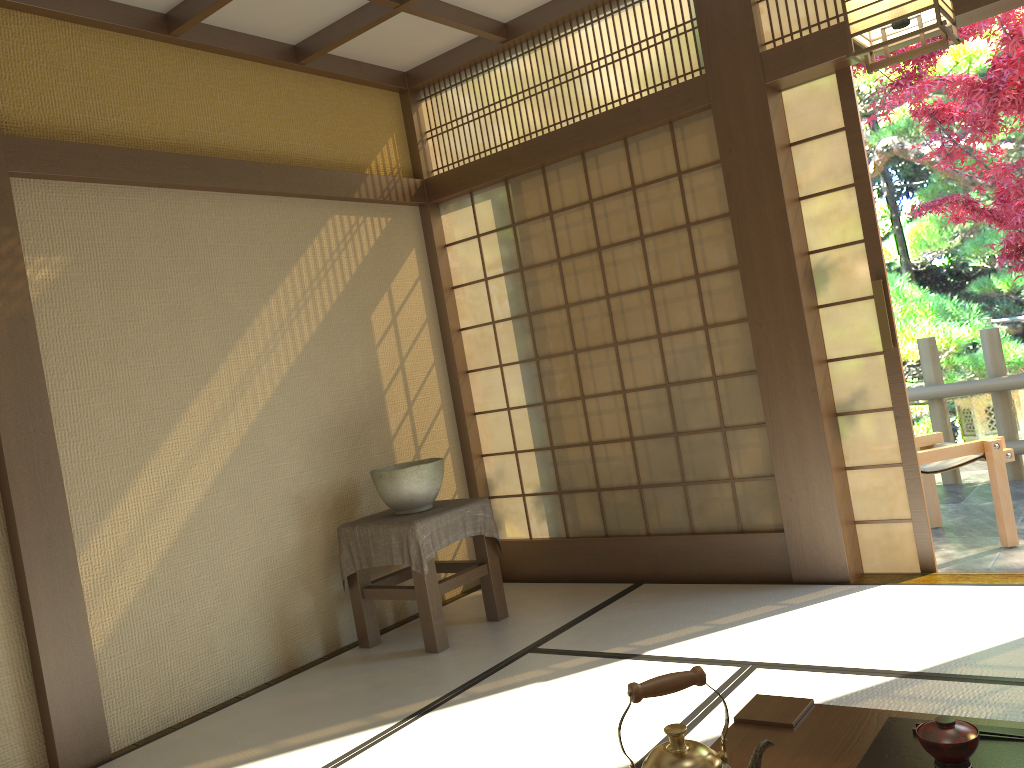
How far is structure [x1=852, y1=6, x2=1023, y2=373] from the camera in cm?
540

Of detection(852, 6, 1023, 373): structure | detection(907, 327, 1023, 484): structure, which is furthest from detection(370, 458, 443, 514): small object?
detection(852, 6, 1023, 373): structure

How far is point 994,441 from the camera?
4.4m

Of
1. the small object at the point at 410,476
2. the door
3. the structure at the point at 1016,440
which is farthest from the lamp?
the structure at the point at 1016,440

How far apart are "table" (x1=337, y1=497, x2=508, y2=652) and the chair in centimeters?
215cm

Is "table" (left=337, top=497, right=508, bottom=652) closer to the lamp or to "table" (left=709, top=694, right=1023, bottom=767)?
"table" (left=709, top=694, right=1023, bottom=767)

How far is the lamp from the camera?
2.2 meters

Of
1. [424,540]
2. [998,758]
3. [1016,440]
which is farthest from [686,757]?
[1016,440]

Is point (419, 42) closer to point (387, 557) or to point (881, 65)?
point (387, 557)

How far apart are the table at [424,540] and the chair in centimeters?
215cm
